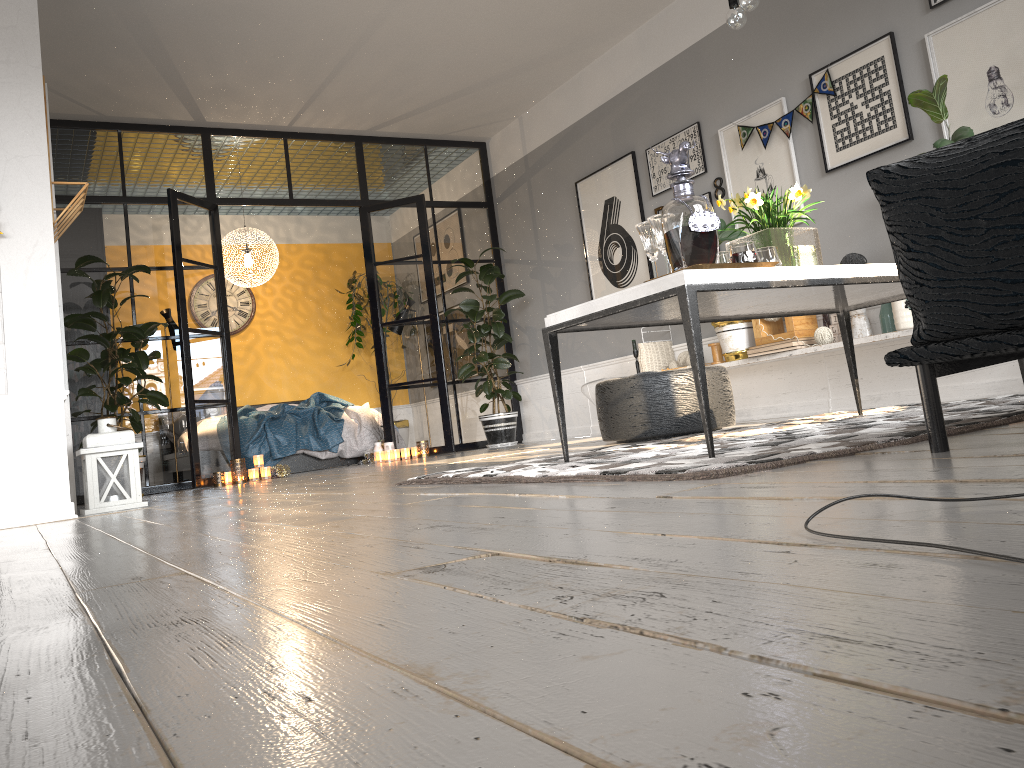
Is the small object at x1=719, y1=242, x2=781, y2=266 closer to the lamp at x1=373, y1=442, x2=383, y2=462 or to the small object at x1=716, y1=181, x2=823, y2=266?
the small object at x1=716, y1=181, x2=823, y2=266

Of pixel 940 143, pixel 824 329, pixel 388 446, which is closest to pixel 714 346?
pixel 824 329

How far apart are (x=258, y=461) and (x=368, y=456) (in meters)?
1.25

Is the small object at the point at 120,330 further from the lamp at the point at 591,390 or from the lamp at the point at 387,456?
the lamp at the point at 591,390

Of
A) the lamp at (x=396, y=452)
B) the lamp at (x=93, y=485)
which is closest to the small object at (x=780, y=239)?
the lamp at (x=93, y=485)

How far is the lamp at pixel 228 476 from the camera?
6.8m

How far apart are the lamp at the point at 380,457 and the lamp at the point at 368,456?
0.35m

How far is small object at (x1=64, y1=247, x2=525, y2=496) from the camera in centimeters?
619cm

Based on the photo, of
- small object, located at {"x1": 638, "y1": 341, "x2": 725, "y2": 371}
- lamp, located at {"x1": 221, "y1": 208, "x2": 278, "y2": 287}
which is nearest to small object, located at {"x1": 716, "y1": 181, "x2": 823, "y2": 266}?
small object, located at {"x1": 638, "y1": 341, "x2": 725, "y2": 371}

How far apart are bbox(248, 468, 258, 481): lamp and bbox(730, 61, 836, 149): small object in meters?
4.3
